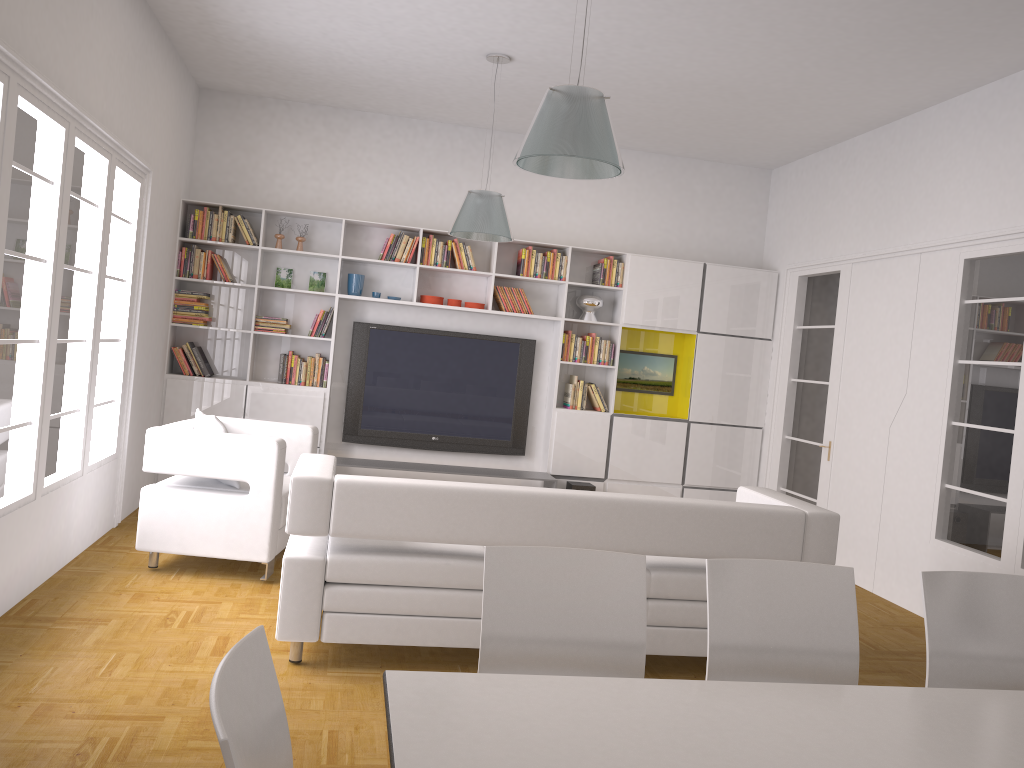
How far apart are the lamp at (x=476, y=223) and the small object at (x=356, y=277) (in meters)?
1.71

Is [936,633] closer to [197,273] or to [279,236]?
[279,236]

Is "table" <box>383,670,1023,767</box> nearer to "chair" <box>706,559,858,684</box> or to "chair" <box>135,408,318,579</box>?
"chair" <box>706,559,858,684</box>

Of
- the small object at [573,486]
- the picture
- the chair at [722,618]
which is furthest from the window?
the picture

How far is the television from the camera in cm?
787

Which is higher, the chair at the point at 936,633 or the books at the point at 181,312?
the books at the point at 181,312

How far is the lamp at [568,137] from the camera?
3.4m

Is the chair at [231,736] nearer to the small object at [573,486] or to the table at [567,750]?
the table at [567,750]

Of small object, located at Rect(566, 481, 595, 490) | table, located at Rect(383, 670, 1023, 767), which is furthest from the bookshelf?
table, located at Rect(383, 670, 1023, 767)

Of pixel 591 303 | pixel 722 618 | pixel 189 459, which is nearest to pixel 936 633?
pixel 722 618
